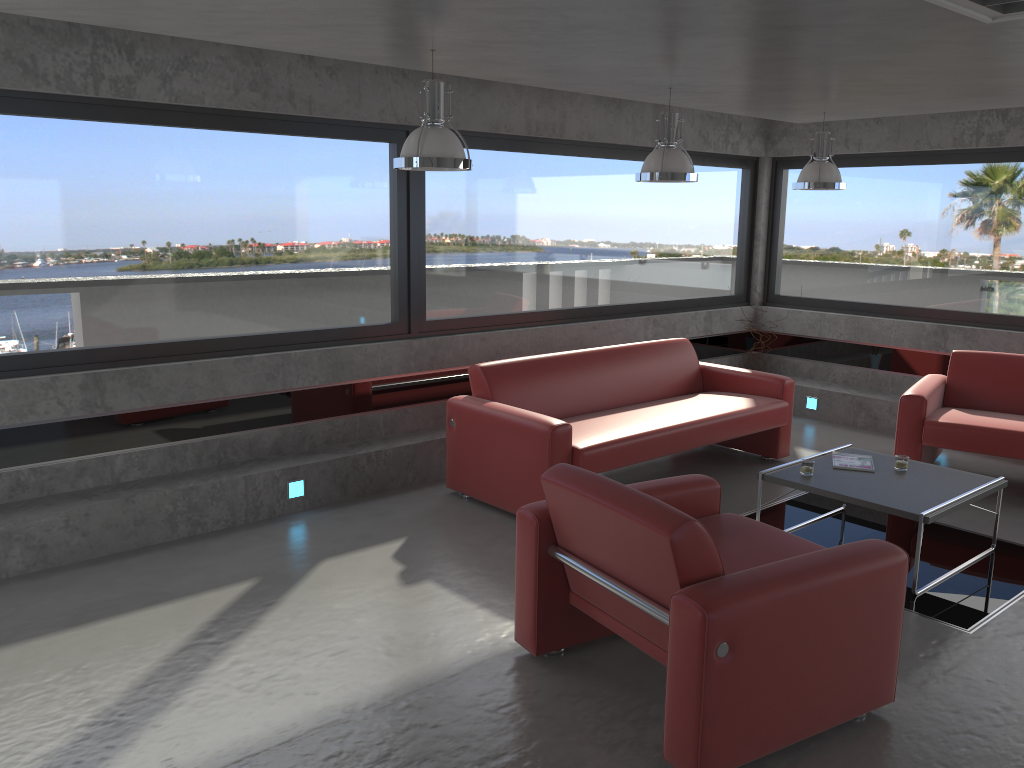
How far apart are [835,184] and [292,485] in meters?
4.4

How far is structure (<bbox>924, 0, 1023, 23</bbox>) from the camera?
3.2 meters

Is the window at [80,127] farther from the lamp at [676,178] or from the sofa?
the lamp at [676,178]

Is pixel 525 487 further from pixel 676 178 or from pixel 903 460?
pixel 903 460

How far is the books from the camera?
5.2 meters

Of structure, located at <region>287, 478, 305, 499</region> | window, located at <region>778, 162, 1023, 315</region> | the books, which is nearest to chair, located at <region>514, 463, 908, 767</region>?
the books

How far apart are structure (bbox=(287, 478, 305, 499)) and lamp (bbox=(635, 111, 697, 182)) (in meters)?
2.84

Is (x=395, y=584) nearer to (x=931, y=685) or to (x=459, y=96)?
(x=931, y=685)

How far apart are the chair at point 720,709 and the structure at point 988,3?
1.98m

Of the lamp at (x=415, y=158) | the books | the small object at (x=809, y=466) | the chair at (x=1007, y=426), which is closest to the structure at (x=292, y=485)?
the lamp at (x=415, y=158)
